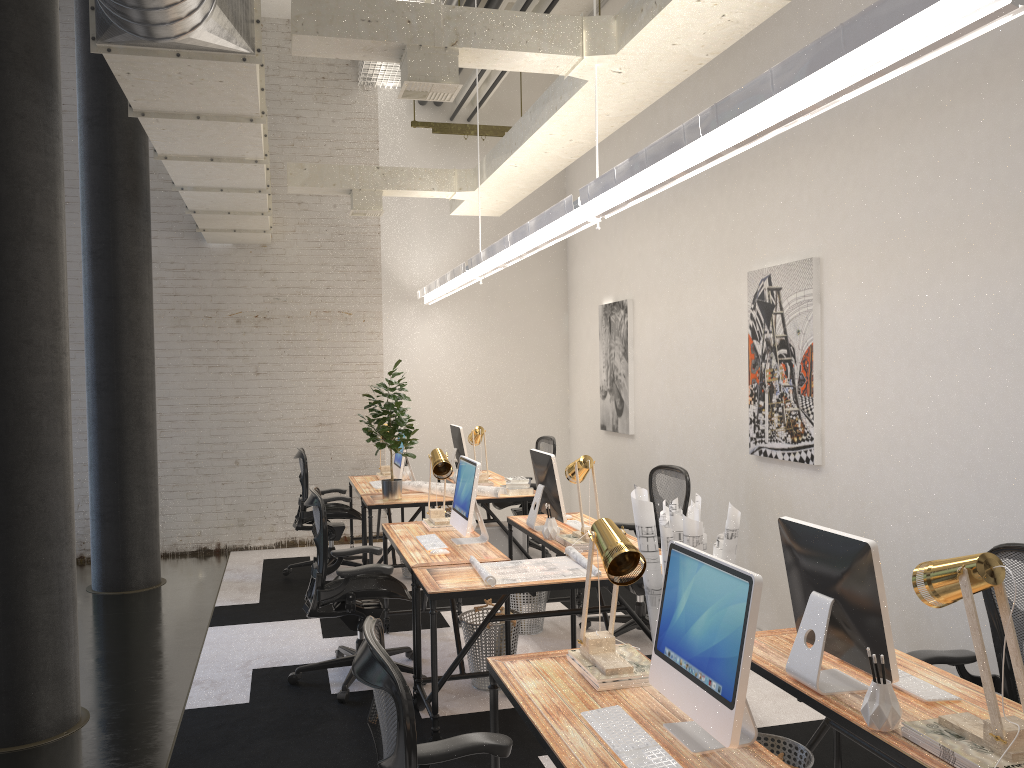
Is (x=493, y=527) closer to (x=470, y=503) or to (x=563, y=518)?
(x=563, y=518)

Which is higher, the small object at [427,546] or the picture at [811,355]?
the picture at [811,355]

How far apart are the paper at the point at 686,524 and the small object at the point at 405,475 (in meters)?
4.21

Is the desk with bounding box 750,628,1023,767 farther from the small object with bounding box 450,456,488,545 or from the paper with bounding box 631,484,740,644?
the small object with bounding box 450,456,488,545

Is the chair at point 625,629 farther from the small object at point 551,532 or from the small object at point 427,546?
the small object at point 427,546

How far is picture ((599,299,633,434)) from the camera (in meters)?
7.76

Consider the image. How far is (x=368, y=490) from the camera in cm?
735

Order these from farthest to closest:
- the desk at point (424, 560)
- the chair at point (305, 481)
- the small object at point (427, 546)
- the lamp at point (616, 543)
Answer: the chair at point (305, 481) < the small object at point (427, 546) < the desk at point (424, 560) < the lamp at point (616, 543)

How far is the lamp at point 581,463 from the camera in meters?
5.0

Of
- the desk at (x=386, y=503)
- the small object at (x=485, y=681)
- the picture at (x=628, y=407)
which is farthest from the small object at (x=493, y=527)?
the small object at (x=485, y=681)
